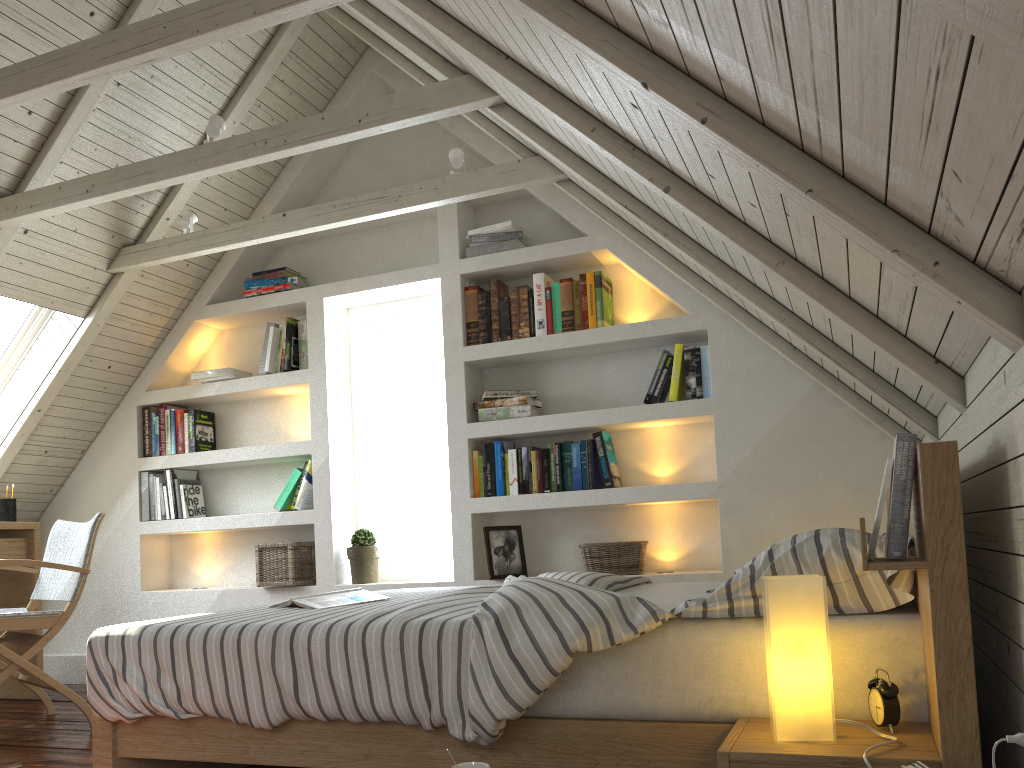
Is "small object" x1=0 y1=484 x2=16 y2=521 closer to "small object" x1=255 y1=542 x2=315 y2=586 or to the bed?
"small object" x1=255 y1=542 x2=315 y2=586

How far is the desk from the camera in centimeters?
390cm

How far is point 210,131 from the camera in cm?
305

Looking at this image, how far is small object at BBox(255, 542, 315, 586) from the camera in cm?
397

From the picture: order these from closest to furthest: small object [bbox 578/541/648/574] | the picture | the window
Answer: small object [bbox 578/541/648/574] < the picture < the window

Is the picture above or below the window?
below

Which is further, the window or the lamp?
the window

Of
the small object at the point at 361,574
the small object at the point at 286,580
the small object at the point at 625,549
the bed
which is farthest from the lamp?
the small object at the point at 286,580

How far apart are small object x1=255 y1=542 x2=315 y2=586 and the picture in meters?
1.0 m

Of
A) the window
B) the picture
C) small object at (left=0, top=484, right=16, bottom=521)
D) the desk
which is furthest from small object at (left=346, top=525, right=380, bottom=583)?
small object at (left=0, top=484, right=16, bottom=521)
